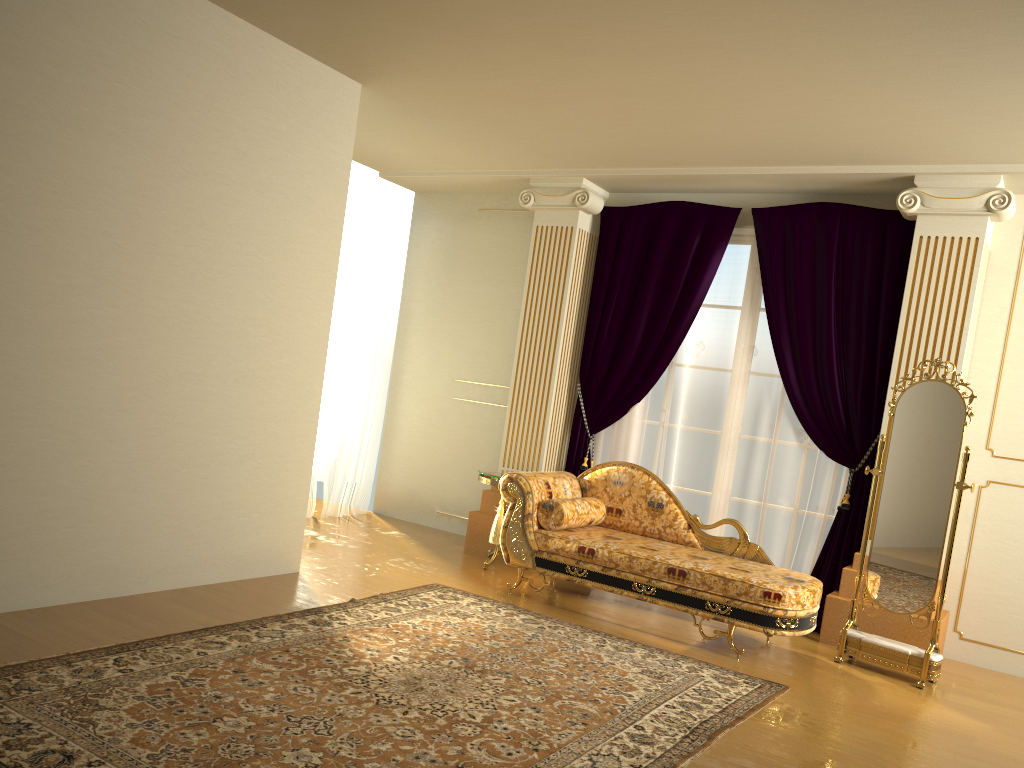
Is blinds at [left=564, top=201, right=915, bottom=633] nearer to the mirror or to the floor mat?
the mirror

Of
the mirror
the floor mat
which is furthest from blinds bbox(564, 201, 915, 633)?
the floor mat

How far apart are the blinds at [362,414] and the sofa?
2.2 meters

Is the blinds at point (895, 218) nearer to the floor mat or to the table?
the table

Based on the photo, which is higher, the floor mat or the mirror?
the mirror

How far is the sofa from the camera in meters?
4.5

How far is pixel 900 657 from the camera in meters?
4.5

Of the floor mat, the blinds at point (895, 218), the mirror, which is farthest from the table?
the mirror

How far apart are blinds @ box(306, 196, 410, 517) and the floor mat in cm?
233

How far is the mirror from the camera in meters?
4.5 m
